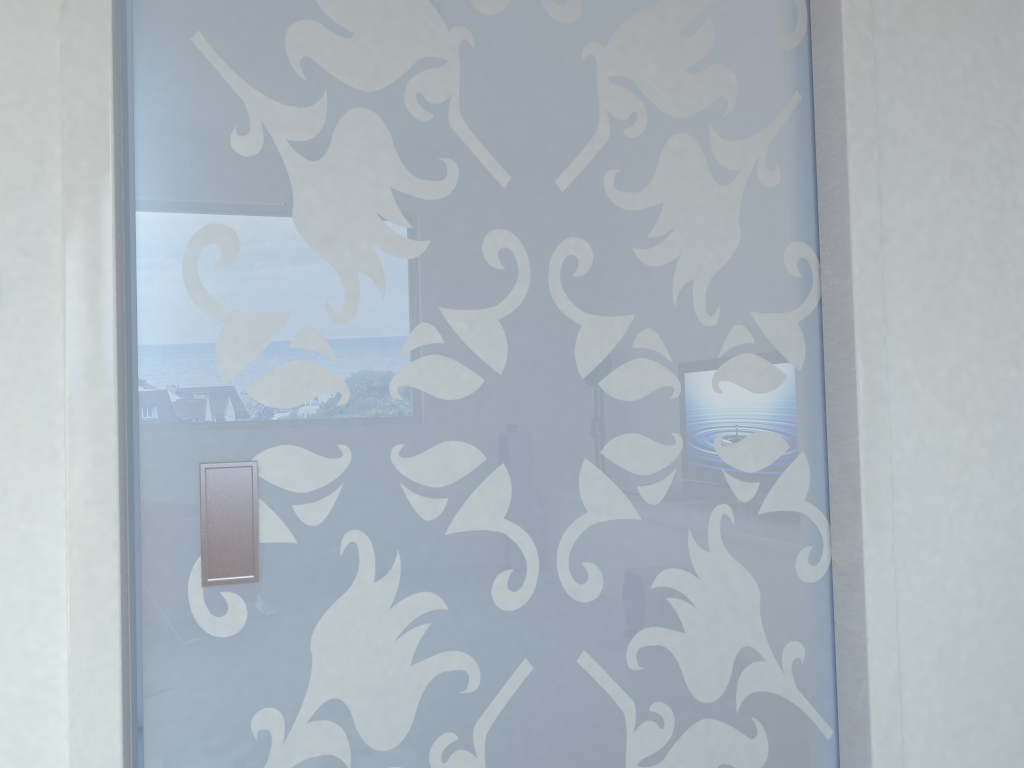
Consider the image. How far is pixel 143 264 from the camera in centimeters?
156cm

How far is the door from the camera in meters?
1.6 m

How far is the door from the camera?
1.6 meters
